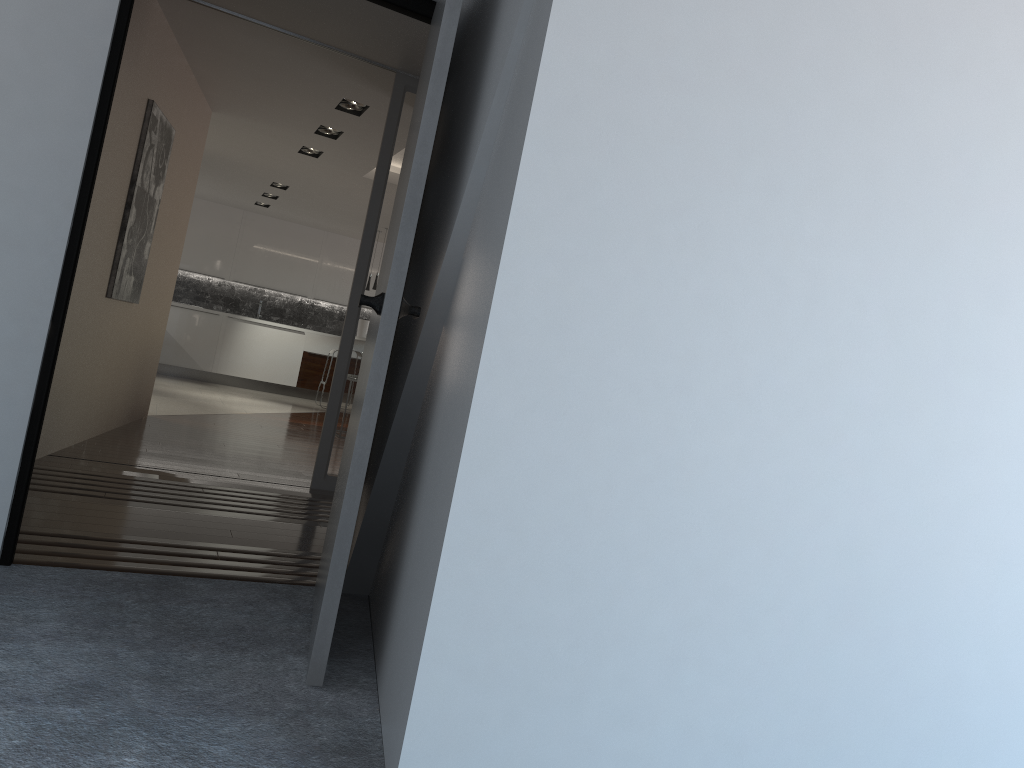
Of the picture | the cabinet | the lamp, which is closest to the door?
the picture

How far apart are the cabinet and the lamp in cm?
711

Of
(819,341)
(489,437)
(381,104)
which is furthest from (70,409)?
(819,341)

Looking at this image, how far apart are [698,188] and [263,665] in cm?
162

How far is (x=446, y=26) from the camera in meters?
2.2 m

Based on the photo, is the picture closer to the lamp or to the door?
the lamp

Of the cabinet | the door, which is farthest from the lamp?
the cabinet

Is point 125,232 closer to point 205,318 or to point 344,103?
point 344,103

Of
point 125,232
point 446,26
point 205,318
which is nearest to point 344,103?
point 125,232

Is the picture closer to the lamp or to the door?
the lamp
